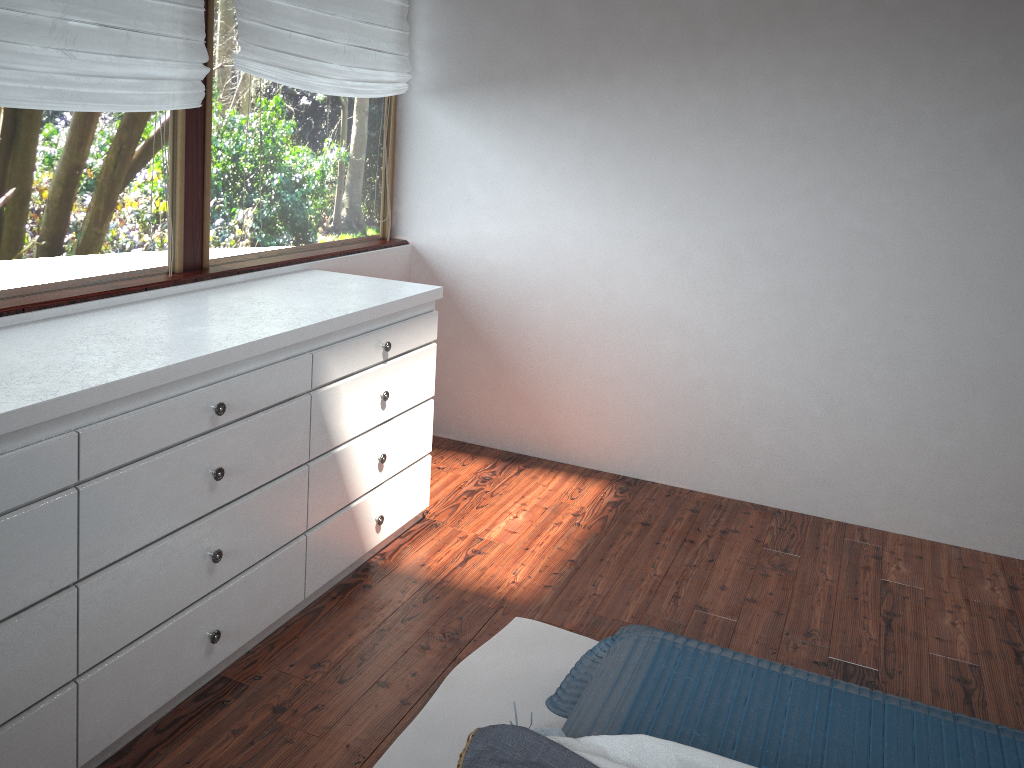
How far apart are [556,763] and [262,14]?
2.5m

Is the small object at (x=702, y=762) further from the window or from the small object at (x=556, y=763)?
the window

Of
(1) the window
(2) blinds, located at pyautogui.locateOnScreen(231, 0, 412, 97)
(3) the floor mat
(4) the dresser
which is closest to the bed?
(3) the floor mat

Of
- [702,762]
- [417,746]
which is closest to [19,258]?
[417,746]

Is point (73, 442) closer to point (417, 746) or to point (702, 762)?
point (417, 746)

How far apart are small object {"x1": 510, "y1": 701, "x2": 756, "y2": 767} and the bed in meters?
0.1

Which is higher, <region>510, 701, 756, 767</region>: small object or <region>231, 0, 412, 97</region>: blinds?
<region>231, 0, 412, 97</region>: blinds

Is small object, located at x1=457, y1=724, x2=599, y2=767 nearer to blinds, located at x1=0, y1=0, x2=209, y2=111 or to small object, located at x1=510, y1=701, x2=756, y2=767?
small object, located at x1=510, y1=701, x2=756, y2=767

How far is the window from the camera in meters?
2.4

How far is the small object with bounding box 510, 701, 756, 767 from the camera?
1.58m
